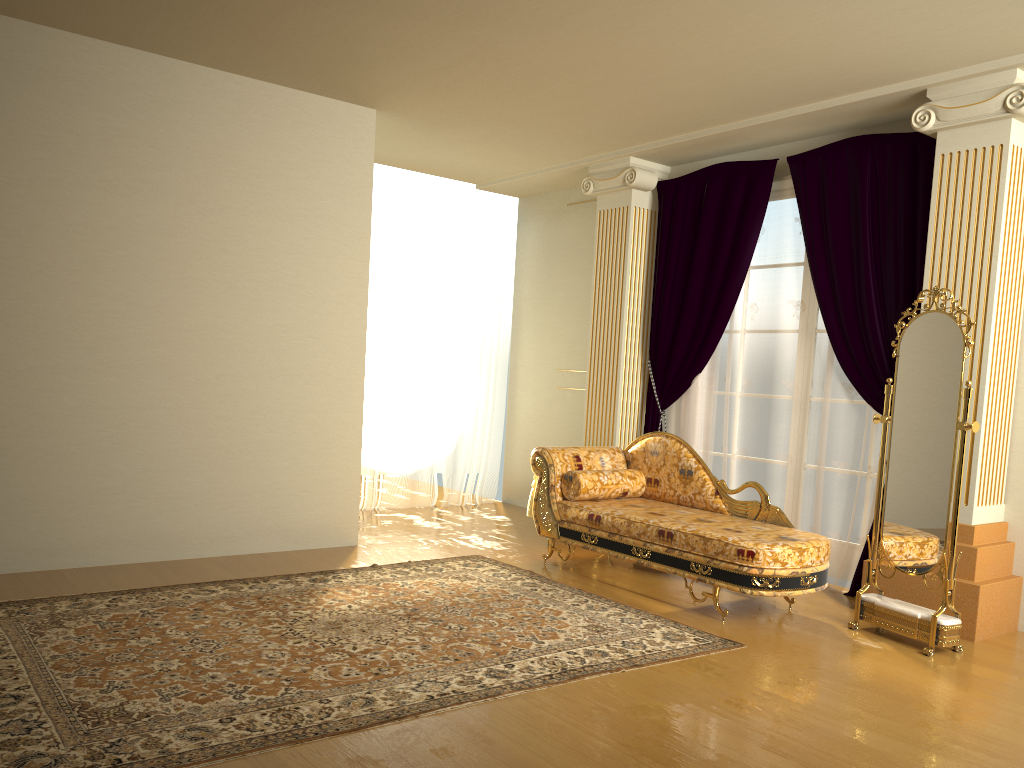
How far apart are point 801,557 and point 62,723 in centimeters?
317cm

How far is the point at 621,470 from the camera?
5.52m

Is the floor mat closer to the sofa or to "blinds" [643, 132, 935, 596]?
the sofa

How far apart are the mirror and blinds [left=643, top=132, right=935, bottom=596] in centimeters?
61cm

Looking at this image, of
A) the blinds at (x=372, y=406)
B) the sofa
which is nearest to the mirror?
the sofa

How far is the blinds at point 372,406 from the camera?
7.16m

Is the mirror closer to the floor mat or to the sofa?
the sofa

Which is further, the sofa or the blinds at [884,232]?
the blinds at [884,232]

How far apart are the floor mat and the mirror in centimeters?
81cm

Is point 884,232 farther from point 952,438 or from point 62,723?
point 62,723
